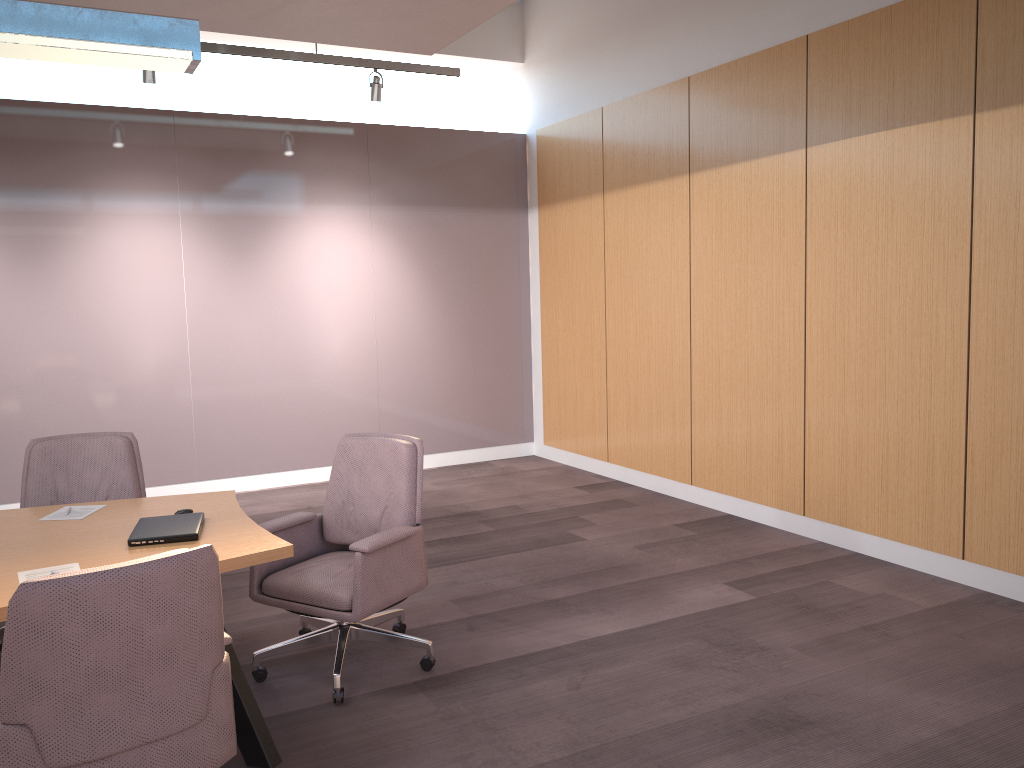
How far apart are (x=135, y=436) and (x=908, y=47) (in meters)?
5.90

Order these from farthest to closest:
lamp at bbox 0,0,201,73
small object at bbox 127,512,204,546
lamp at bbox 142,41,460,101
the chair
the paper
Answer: lamp at bbox 142,41,460,101 < small object at bbox 127,512,204,546 < lamp at bbox 0,0,201,73 < the paper < the chair

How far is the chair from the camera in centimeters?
206cm

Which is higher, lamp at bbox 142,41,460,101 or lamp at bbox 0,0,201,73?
lamp at bbox 142,41,460,101

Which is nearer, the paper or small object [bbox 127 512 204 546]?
the paper

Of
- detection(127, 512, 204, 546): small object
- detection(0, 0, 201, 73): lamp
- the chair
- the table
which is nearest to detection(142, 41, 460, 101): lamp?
the chair

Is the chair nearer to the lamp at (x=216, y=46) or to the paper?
the paper

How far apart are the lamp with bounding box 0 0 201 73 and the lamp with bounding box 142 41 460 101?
2.73m

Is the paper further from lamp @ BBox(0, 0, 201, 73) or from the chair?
lamp @ BBox(0, 0, 201, 73)

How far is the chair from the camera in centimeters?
206cm
